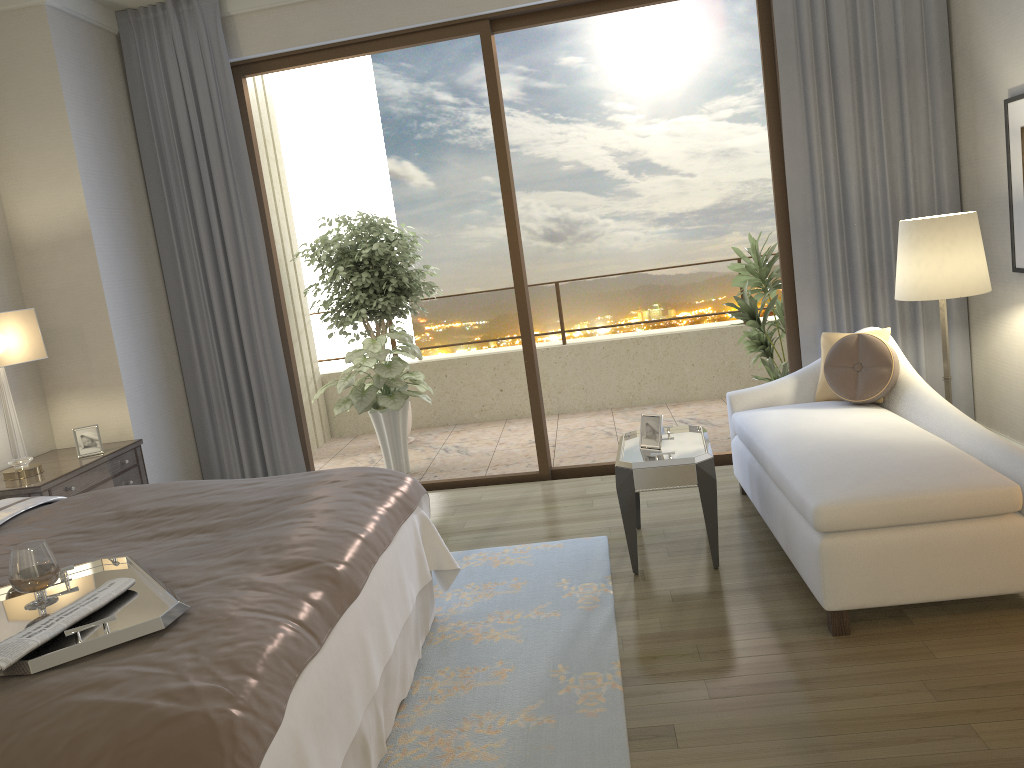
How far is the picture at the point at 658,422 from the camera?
3.9m

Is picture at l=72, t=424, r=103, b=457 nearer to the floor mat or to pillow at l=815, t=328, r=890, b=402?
the floor mat

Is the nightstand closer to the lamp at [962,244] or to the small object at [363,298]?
the small object at [363,298]

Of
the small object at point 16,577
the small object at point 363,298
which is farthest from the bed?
the small object at point 363,298

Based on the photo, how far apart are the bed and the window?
2.0 meters

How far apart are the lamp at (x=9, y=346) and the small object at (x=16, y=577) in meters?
2.2 m

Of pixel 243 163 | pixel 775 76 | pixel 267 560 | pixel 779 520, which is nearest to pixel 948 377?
pixel 779 520

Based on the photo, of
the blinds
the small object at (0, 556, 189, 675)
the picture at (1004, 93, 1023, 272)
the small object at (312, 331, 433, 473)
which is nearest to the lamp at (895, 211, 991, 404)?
the picture at (1004, 93, 1023, 272)

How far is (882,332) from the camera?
4.2m

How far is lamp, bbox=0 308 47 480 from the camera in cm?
405
